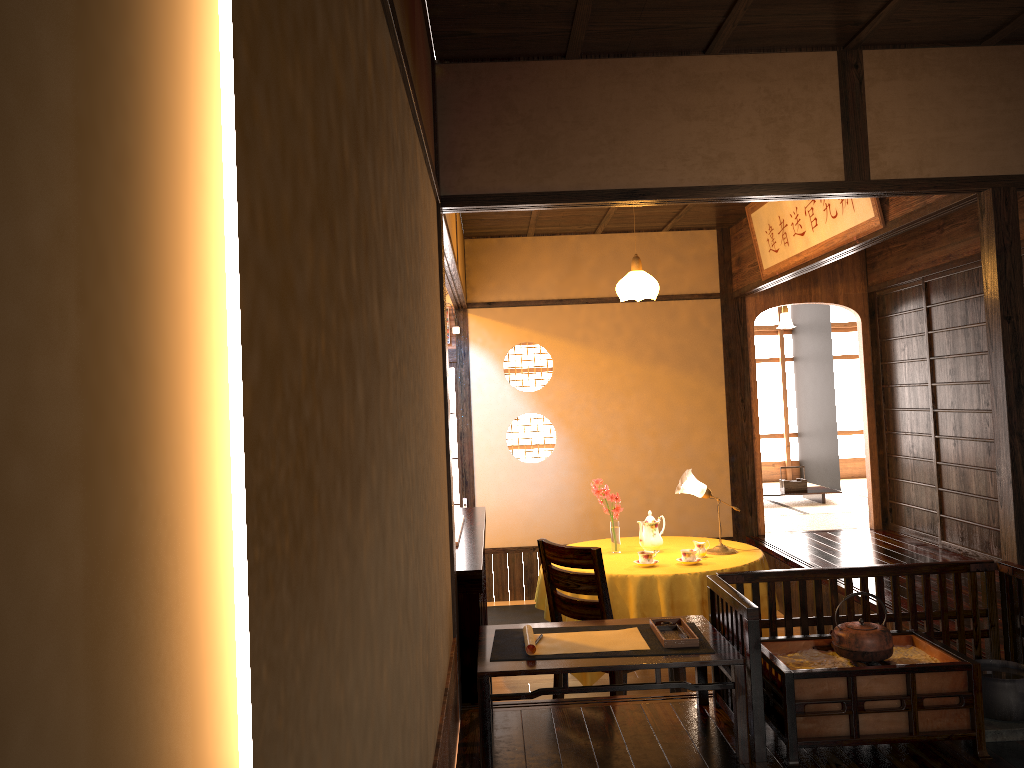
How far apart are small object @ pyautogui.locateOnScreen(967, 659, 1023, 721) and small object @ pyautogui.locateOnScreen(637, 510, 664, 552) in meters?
2.3 m

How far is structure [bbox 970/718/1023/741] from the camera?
3.0 meters

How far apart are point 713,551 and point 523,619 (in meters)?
1.98

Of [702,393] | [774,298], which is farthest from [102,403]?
[774,298]

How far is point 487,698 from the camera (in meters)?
2.91

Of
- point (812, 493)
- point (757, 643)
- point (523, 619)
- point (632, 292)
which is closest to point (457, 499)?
point (523, 619)

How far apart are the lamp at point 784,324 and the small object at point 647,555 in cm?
544

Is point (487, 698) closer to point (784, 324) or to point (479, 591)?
point (479, 591)

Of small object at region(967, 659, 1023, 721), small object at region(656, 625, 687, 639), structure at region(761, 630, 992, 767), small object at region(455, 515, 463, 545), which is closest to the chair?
small object at region(455, 515, 463, 545)

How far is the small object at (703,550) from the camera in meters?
5.2
